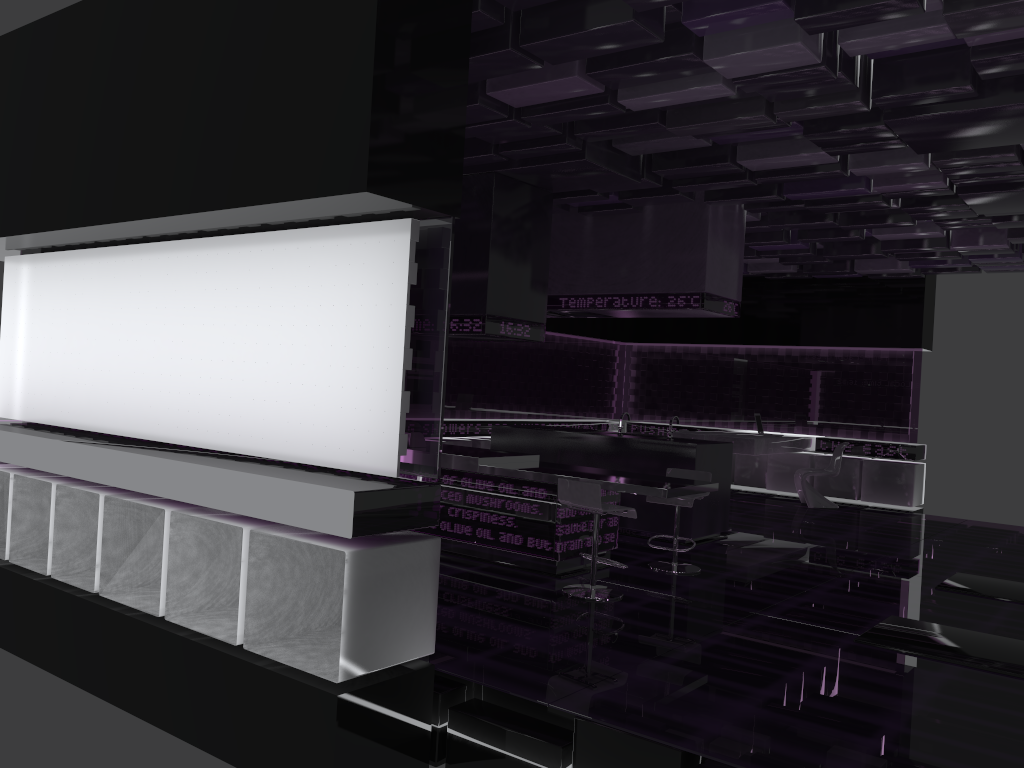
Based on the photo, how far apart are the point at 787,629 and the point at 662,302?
3.7m

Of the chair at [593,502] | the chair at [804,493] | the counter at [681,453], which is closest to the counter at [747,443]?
the chair at [804,493]

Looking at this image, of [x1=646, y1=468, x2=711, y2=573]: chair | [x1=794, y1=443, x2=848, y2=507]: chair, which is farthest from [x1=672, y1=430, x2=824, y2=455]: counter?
[x1=646, y1=468, x2=711, y2=573]: chair

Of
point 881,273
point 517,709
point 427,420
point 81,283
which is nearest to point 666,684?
point 517,709

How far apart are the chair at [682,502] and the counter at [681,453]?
0.86m

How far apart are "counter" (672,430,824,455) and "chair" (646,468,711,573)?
3.88m

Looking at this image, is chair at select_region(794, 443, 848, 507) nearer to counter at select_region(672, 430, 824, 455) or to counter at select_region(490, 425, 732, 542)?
counter at select_region(672, 430, 824, 455)

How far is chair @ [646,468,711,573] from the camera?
6.65m

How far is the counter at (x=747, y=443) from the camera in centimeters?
1068cm

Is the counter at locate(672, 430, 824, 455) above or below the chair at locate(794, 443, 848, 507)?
above
